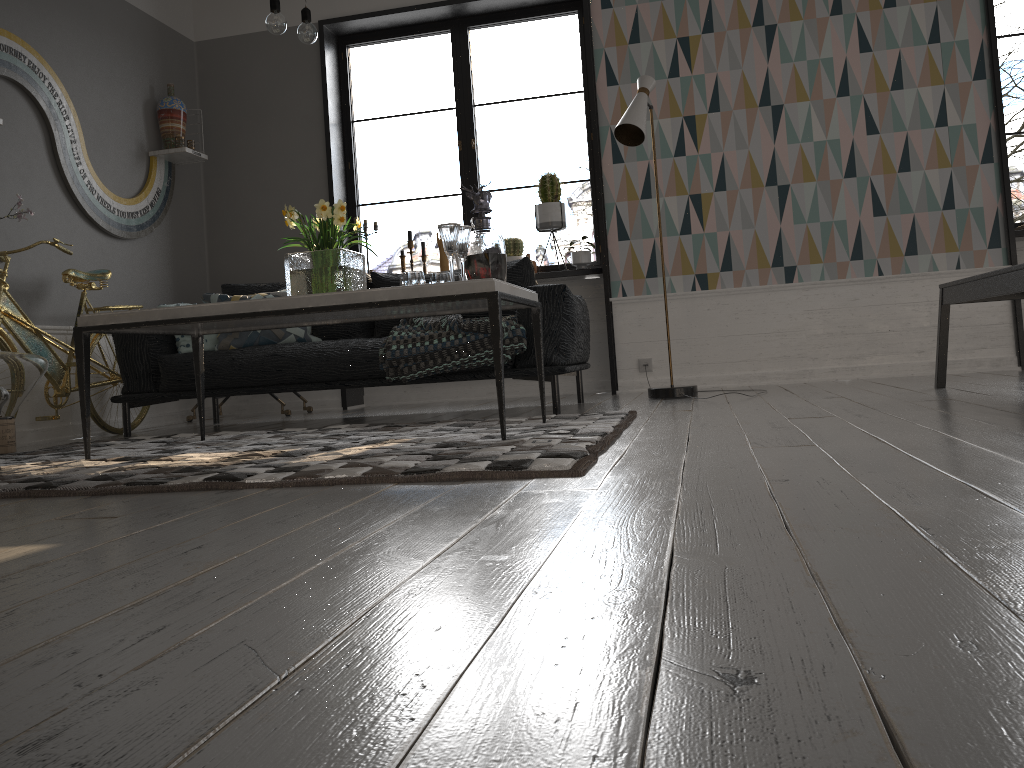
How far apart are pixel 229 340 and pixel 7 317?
1.0m

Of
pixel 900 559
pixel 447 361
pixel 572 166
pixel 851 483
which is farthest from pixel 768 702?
pixel 572 166

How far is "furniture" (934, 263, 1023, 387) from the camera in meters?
3.0 m

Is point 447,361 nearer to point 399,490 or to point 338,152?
point 399,490

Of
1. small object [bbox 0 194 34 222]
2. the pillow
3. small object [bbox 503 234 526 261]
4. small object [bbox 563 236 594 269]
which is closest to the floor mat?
the pillow

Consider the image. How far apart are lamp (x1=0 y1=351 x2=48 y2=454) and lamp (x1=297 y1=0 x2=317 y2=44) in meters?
1.7

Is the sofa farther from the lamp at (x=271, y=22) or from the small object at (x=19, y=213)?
the lamp at (x=271, y=22)

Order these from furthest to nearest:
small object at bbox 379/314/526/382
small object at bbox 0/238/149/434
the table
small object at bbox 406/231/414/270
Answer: small object at bbox 406/231/414/270
small object at bbox 0/238/149/434
small object at bbox 379/314/526/382
the table

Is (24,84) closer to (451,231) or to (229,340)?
(229,340)

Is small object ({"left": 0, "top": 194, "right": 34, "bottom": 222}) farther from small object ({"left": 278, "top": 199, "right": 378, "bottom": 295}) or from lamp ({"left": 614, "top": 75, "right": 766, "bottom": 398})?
lamp ({"left": 614, "top": 75, "right": 766, "bottom": 398})
